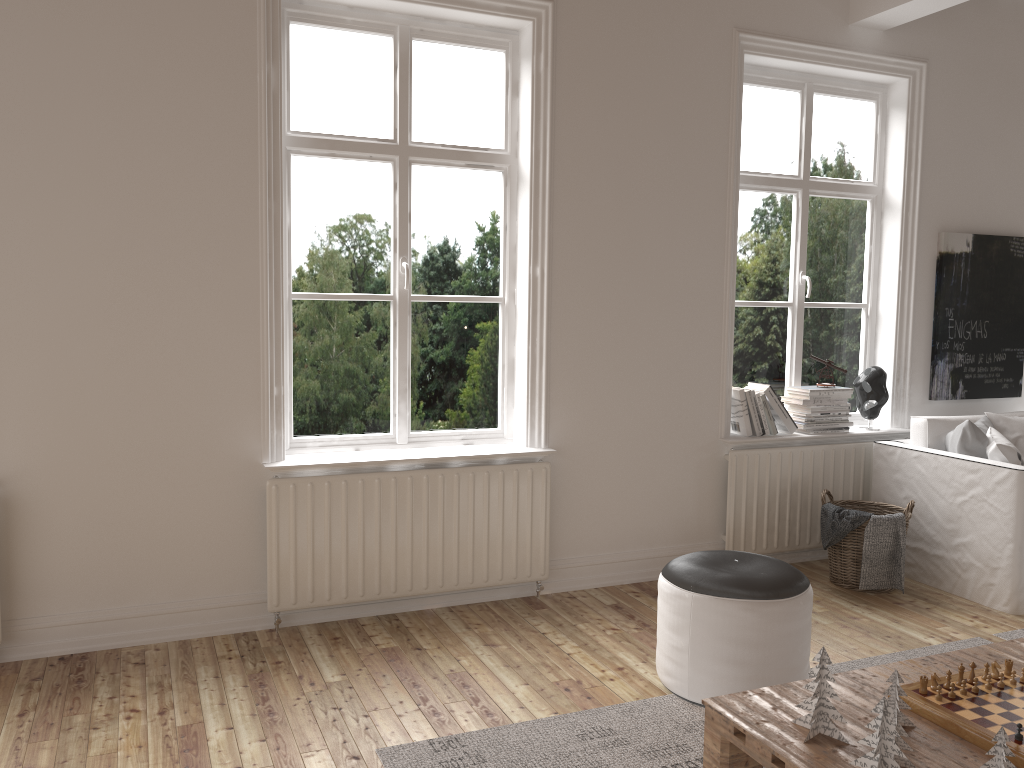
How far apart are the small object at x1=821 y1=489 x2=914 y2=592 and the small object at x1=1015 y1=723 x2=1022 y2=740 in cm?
209

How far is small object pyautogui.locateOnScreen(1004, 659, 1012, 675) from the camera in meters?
2.4 m

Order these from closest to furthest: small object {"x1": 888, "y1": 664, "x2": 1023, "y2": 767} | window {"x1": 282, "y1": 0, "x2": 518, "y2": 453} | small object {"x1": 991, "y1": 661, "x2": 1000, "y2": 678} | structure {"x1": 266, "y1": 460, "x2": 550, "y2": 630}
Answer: small object {"x1": 888, "y1": 664, "x2": 1023, "y2": 767} → small object {"x1": 991, "y1": 661, "x2": 1000, "y2": 678} → structure {"x1": 266, "y1": 460, "x2": 550, "y2": 630} → window {"x1": 282, "y1": 0, "x2": 518, "y2": 453}

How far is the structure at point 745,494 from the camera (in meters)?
4.33

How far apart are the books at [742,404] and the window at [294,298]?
1.2m

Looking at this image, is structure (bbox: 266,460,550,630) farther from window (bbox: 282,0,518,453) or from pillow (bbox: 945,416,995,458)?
pillow (bbox: 945,416,995,458)

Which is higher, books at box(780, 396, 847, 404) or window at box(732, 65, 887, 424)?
window at box(732, 65, 887, 424)

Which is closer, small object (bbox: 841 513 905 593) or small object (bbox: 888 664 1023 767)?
small object (bbox: 888 664 1023 767)

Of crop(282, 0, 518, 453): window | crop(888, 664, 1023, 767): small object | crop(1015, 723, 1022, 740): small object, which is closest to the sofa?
crop(888, 664, 1023, 767): small object

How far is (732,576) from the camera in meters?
2.9 m
